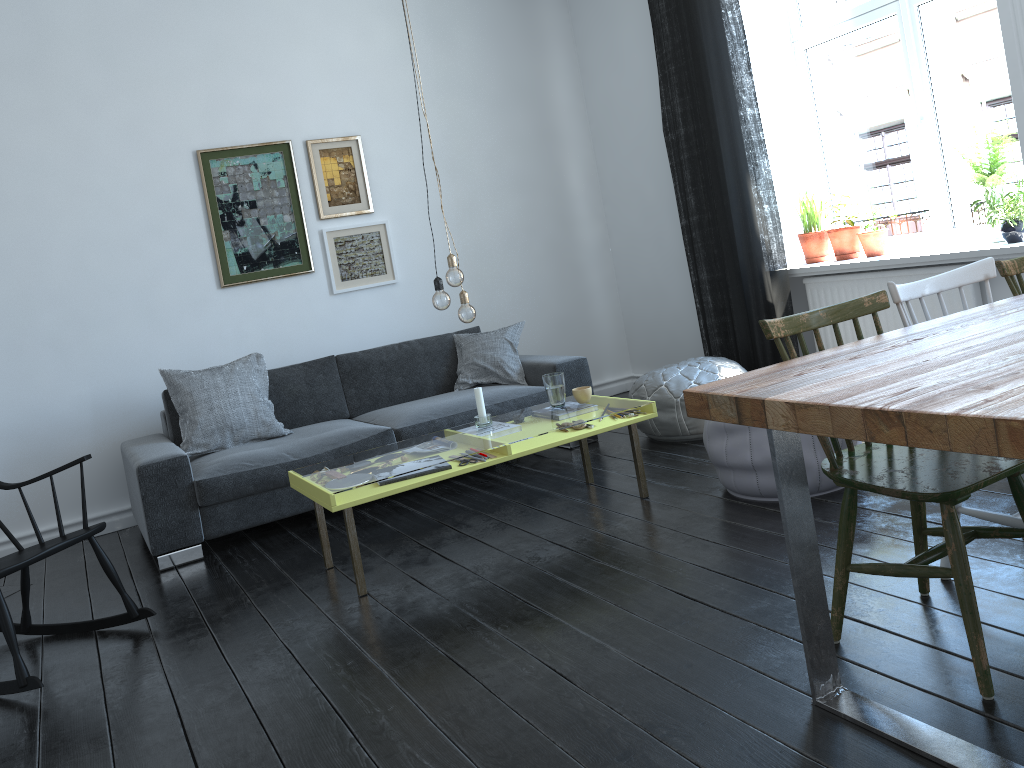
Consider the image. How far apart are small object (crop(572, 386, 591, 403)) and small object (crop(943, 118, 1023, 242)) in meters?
2.0

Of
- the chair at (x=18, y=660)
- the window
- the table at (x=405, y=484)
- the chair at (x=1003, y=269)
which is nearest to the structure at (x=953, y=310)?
the window

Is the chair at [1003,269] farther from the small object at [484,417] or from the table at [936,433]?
the small object at [484,417]

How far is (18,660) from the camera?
2.8 meters

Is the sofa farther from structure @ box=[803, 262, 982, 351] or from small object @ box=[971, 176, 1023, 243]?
small object @ box=[971, 176, 1023, 243]

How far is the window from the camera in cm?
421

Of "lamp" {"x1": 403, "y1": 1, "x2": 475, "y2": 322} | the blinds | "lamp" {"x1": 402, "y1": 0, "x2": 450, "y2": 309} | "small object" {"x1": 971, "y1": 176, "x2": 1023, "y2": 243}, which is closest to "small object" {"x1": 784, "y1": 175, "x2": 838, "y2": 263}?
the blinds

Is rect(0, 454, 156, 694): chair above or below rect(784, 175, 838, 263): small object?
below

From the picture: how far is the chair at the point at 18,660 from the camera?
2.8m

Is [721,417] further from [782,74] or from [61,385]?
[61,385]
